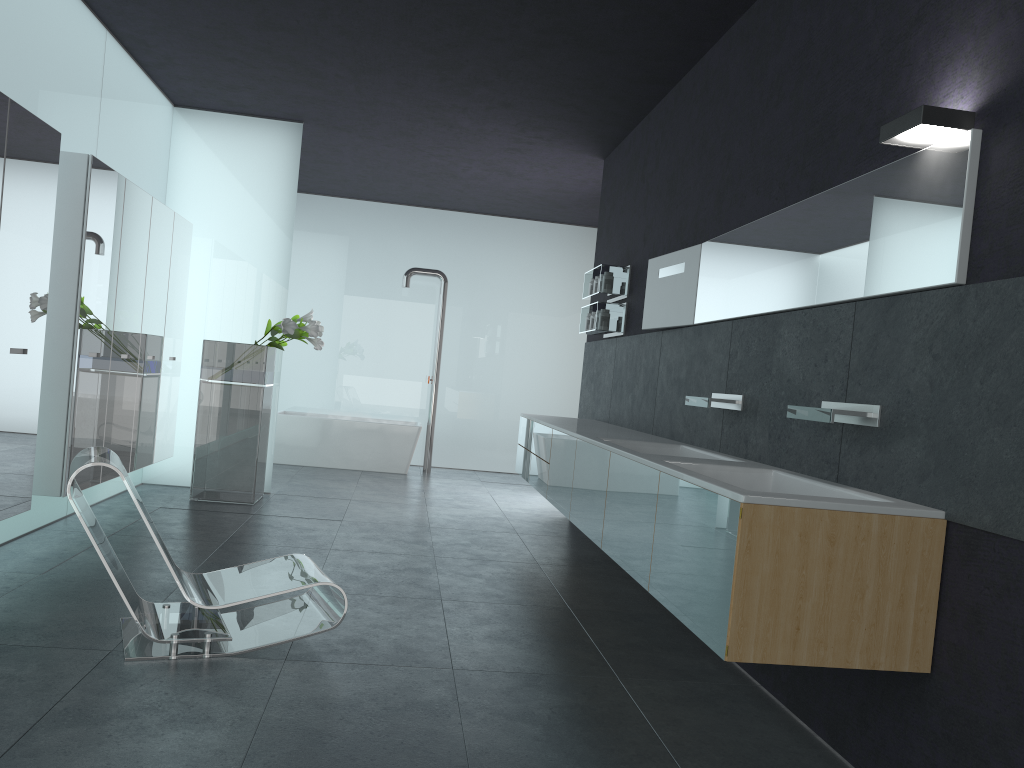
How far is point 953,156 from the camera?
3.1 meters

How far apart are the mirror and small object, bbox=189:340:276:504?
3.64m

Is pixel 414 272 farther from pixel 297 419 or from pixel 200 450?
pixel 200 450

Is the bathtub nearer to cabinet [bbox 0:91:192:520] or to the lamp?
cabinet [bbox 0:91:192:520]

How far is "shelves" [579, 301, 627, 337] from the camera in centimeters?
777cm

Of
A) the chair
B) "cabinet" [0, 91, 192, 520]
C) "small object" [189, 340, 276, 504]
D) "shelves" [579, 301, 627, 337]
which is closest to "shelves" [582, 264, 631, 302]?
"shelves" [579, 301, 627, 337]

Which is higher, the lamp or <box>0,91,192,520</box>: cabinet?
the lamp

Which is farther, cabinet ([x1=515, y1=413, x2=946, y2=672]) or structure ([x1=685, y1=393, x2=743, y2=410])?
structure ([x1=685, y1=393, x2=743, y2=410])

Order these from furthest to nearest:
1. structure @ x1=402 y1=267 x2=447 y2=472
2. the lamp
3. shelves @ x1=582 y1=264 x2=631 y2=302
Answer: structure @ x1=402 y1=267 x2=447 y2=472 → shelves @ x1=582 y1=264 x2=631 y2=302 → the lamp

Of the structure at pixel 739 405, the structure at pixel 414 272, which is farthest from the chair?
the structure at pixel 414 272
